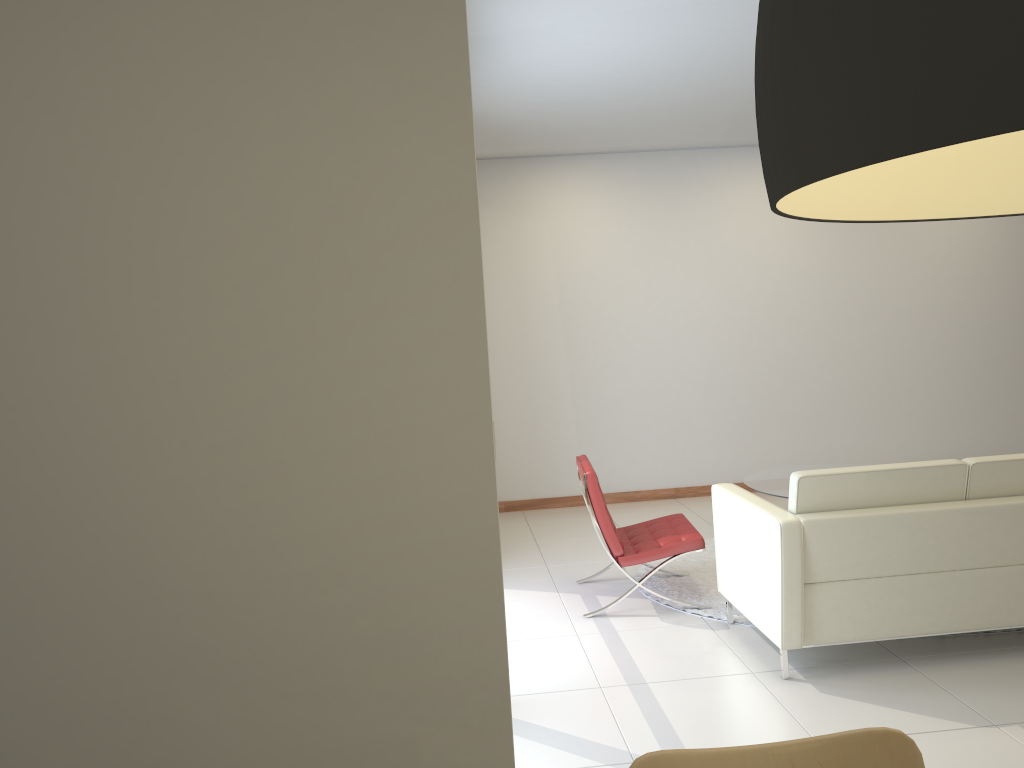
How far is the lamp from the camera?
0.46m

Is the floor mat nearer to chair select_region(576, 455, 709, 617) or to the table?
chair select_region(576, 455, 709, 617)

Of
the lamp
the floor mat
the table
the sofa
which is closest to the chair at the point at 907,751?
the lamp

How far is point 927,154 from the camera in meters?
0.9

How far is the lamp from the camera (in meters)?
0.46

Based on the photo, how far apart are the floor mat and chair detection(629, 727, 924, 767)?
3.3 meters

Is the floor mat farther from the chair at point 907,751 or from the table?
the chair at point 907,751

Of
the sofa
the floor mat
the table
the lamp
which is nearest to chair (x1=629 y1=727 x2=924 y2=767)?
the lamp

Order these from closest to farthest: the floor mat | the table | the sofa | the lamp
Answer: the lamp → the sofa → the floor mat → the table

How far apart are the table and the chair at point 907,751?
4.6m
